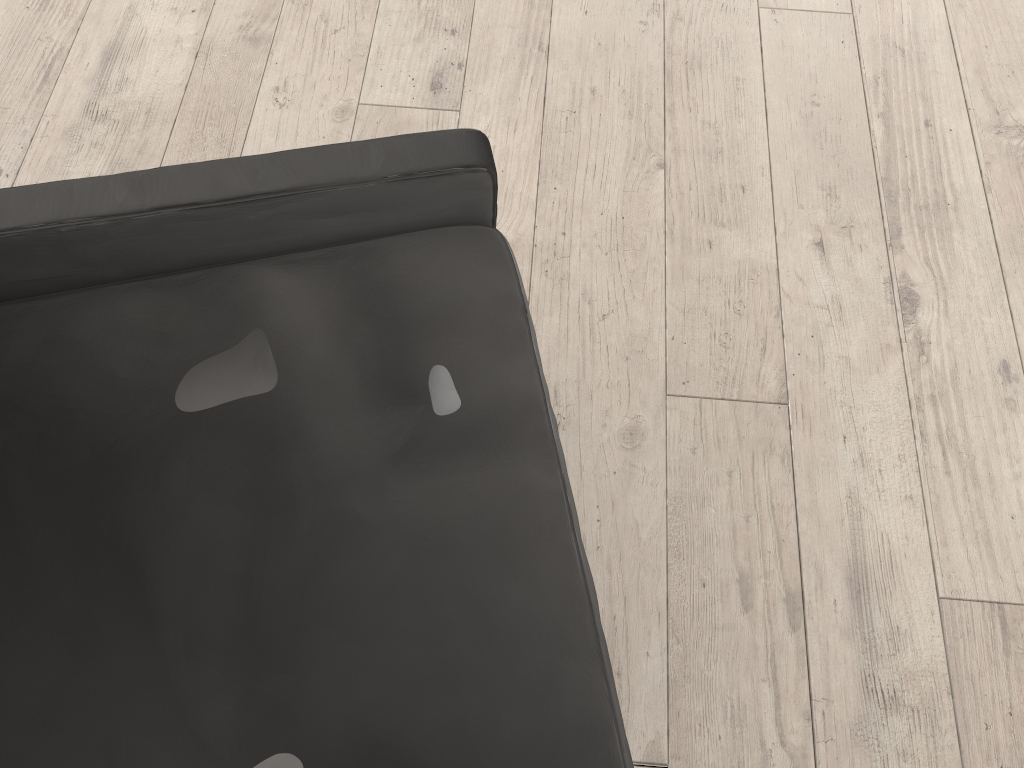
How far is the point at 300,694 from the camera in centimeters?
88cm

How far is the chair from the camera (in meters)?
0.88

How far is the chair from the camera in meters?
0.9 m
